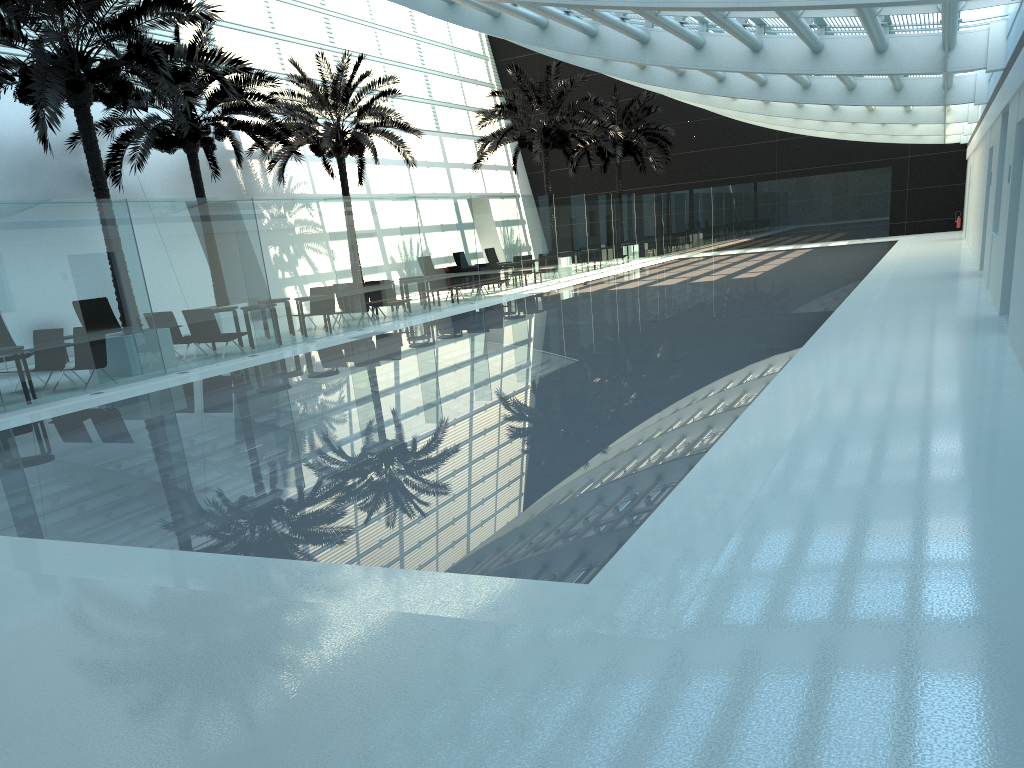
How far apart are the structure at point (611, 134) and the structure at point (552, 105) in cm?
415

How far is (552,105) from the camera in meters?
29.8 m

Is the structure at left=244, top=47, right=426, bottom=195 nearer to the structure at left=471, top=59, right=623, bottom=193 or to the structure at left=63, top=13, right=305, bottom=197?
the structure at left=63, top=13, right=305, bottom=197

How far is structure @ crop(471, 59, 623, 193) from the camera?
29.8m

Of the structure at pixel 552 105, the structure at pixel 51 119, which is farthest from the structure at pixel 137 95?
the structure at pixel 552 105

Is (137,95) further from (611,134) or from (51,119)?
(611,134)

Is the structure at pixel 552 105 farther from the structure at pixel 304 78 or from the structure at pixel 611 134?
the structure at pixel 611 134

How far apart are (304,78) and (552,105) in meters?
9.1 m

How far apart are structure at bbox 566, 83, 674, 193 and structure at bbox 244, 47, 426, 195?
11.6m

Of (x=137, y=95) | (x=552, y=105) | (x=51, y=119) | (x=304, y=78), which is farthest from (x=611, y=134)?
(x=51, y=119)
